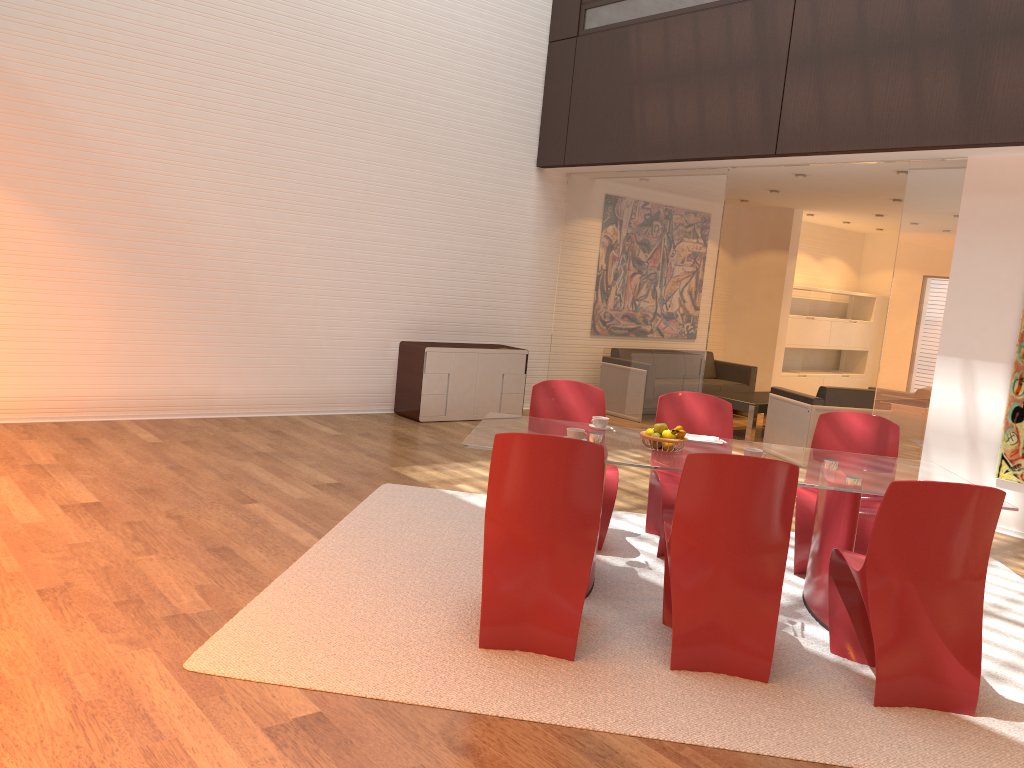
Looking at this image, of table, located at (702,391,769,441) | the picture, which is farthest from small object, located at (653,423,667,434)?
table, located at (702,391,769,441)

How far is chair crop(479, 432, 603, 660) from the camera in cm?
349

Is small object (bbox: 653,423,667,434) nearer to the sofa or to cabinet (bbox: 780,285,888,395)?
the sofa

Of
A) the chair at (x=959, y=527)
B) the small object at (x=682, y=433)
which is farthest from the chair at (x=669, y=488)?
the chair at (x=959, y=527)

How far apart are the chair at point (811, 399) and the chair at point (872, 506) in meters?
2.9

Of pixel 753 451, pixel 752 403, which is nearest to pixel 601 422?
pixel 753 451

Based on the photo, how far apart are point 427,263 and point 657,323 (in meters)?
2.42

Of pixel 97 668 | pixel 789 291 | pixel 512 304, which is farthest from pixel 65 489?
pixel 789 291

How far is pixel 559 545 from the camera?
3.58m

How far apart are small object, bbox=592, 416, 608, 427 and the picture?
3.50m
